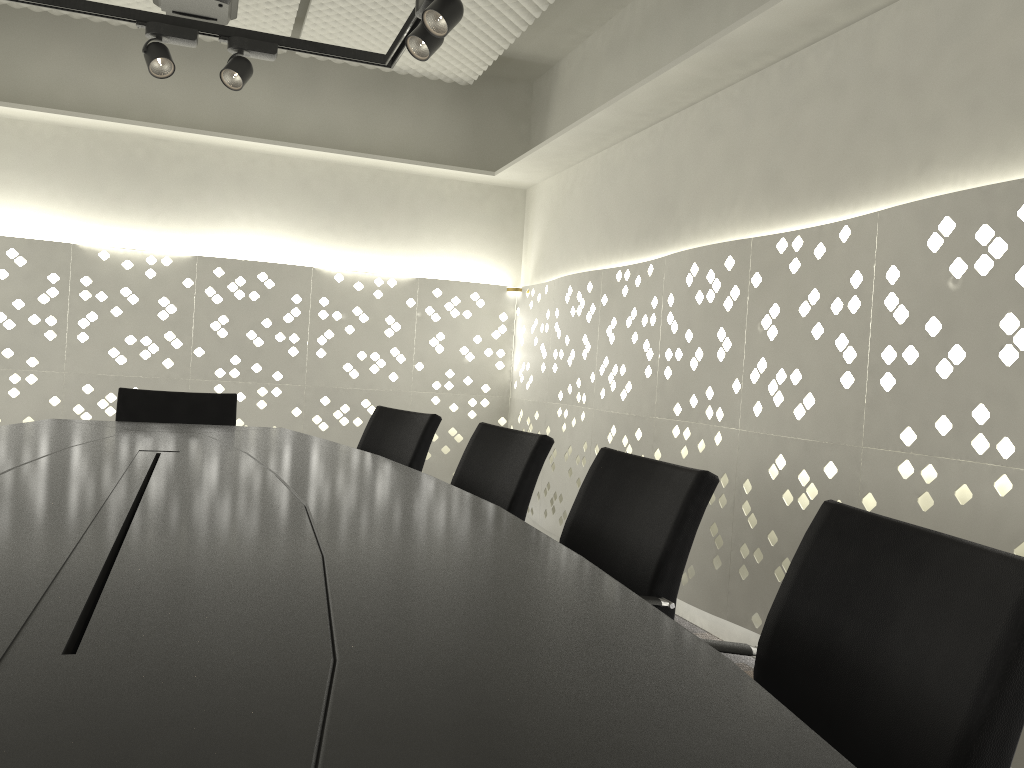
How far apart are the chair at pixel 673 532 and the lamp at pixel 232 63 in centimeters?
220cm

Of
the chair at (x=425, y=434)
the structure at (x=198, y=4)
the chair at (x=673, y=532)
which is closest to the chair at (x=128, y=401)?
the chair at (x=425, y=434)

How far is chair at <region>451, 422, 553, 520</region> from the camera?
2.11m

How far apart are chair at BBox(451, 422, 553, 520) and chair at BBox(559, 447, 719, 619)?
0.3 meters

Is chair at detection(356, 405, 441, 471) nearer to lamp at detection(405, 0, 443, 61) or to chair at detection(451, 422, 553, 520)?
chair at detection(451, 422, 553, 520)

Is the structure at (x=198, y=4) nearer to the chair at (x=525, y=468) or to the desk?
the desk

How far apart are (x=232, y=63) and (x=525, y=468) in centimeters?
206cm

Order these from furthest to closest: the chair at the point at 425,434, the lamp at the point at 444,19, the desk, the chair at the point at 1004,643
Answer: the chair at the point at 425,434 → the lamp at the point at 444,19 → the chair at the point at 1004,643 → the desk

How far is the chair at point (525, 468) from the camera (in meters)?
2.11

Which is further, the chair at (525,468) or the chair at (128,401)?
the chair at (128,401)
